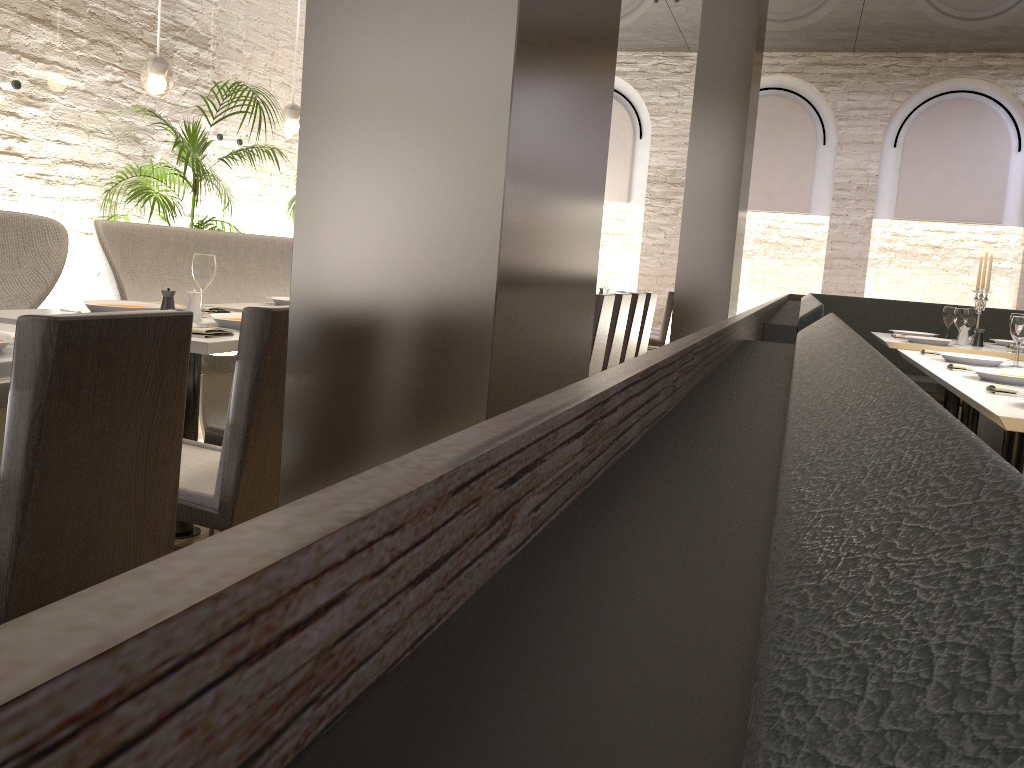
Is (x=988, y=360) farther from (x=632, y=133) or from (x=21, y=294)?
(x=632, y=133)

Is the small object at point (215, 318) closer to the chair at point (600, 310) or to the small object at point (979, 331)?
the chair at point (600, 310)

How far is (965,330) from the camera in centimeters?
559cm

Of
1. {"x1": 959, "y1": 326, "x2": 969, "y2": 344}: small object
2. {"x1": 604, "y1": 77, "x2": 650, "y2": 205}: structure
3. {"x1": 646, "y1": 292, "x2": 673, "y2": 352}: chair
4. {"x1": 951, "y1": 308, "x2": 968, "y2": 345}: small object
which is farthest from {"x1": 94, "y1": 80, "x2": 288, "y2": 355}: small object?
{"x1": 604, "y1": 77, "x2": 650, "y2": 205}: structure

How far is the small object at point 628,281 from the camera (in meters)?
9.67

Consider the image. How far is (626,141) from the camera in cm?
1140

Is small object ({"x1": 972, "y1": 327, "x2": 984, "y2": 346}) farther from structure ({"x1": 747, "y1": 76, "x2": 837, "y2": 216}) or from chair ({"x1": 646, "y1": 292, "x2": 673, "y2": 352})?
structure ({"x1": 747, "y1": 76, "x2": 837, "y2": 216})

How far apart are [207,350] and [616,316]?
3.62m

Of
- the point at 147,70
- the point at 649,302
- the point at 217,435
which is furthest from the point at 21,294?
the point at 649,302

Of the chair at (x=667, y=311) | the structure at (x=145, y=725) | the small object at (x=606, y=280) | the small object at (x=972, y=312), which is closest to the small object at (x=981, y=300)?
the small object at (x=972, y=312)
